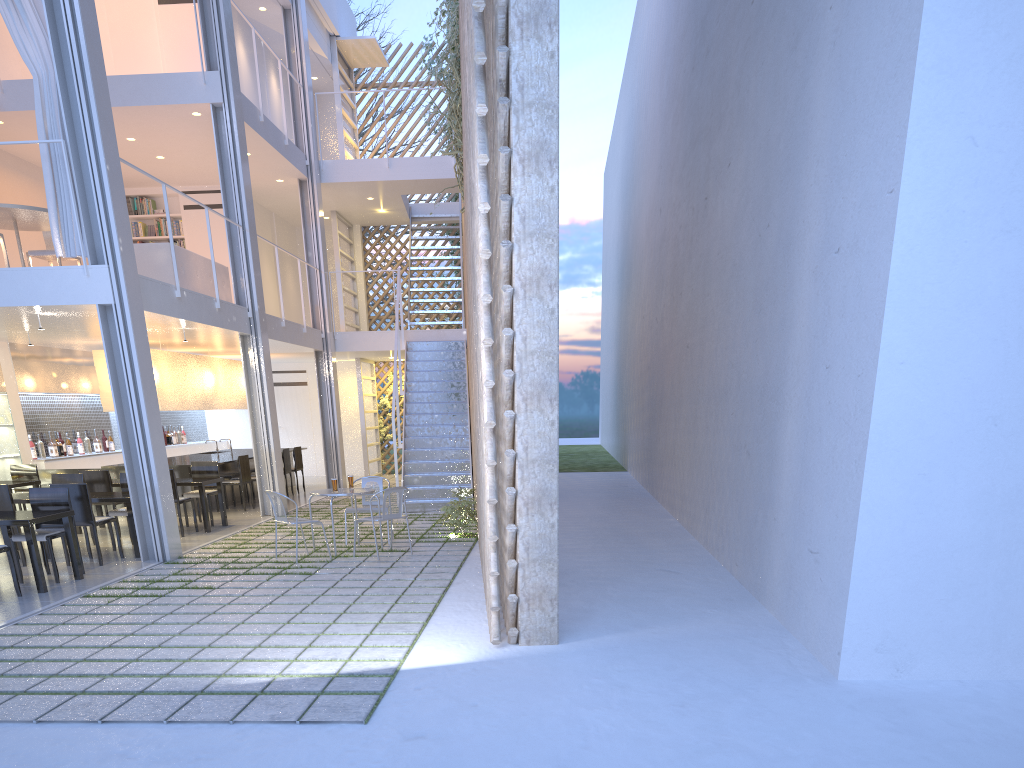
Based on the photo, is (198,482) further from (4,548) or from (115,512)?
(4,548)

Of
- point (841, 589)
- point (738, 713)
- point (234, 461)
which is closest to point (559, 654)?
point (738, 713)

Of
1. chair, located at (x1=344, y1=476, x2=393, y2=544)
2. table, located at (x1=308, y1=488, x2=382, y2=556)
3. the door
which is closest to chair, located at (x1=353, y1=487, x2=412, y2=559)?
table, located at (x1=308, y1=488, x2=382, y2=556)

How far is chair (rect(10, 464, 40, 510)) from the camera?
5.9m

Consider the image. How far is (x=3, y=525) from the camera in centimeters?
356cm

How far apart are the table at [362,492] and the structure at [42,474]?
3.1 meters

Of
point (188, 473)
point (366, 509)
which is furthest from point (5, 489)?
point (188, 473)

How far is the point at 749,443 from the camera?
3.6m

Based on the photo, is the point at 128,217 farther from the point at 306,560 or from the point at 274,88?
the point at 274,88

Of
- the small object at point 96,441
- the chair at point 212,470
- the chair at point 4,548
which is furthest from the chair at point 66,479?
the small object at point 96,441
